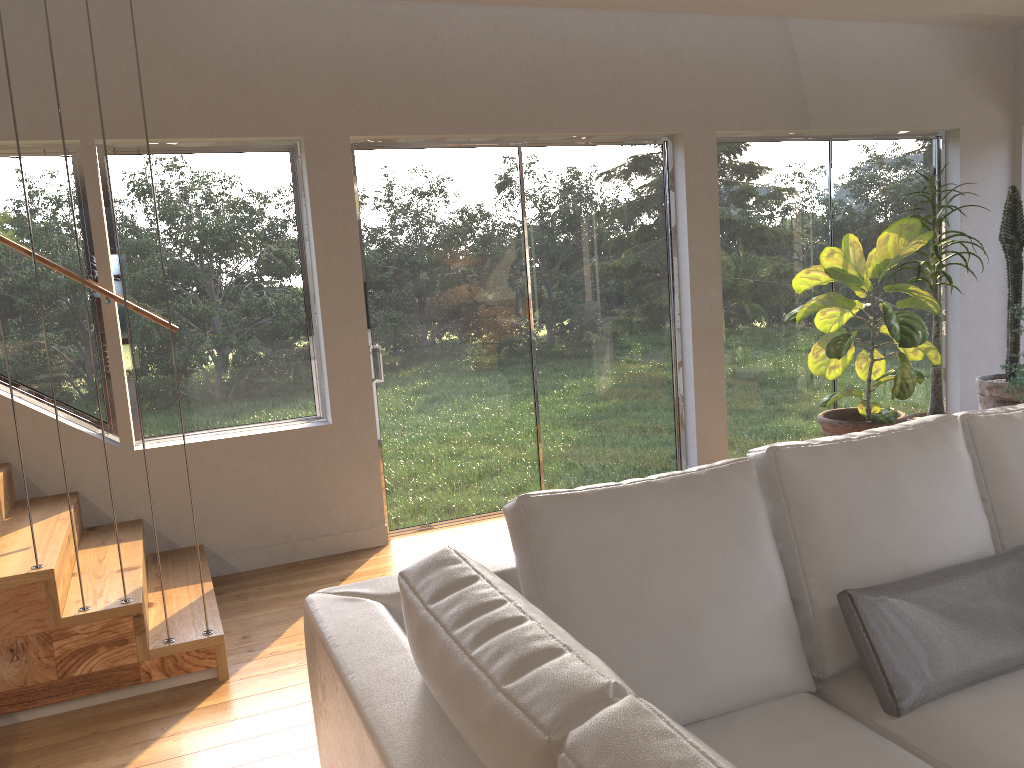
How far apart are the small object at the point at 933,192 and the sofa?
3.0m

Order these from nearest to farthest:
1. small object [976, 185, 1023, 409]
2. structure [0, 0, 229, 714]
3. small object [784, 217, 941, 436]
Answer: structure [0, 0, 229, 714] < small object [784, 217, 941, 436] < small object [976, 185, 1023, 409]

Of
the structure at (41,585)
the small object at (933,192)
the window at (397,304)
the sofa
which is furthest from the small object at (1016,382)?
the structure at (41,585)

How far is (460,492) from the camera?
5.0m

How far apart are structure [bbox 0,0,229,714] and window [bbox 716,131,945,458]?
3.3 meters

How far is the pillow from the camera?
1.9 meters

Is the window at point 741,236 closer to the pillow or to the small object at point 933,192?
the small object at point 933,192

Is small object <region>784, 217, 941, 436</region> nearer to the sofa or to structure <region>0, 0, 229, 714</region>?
the sofa

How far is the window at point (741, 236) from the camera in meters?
5.6 m

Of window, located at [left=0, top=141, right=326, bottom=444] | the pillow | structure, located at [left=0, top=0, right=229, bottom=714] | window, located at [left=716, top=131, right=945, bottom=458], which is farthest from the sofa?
window, located at [left=716, top=131, right=945, bottom=458]
